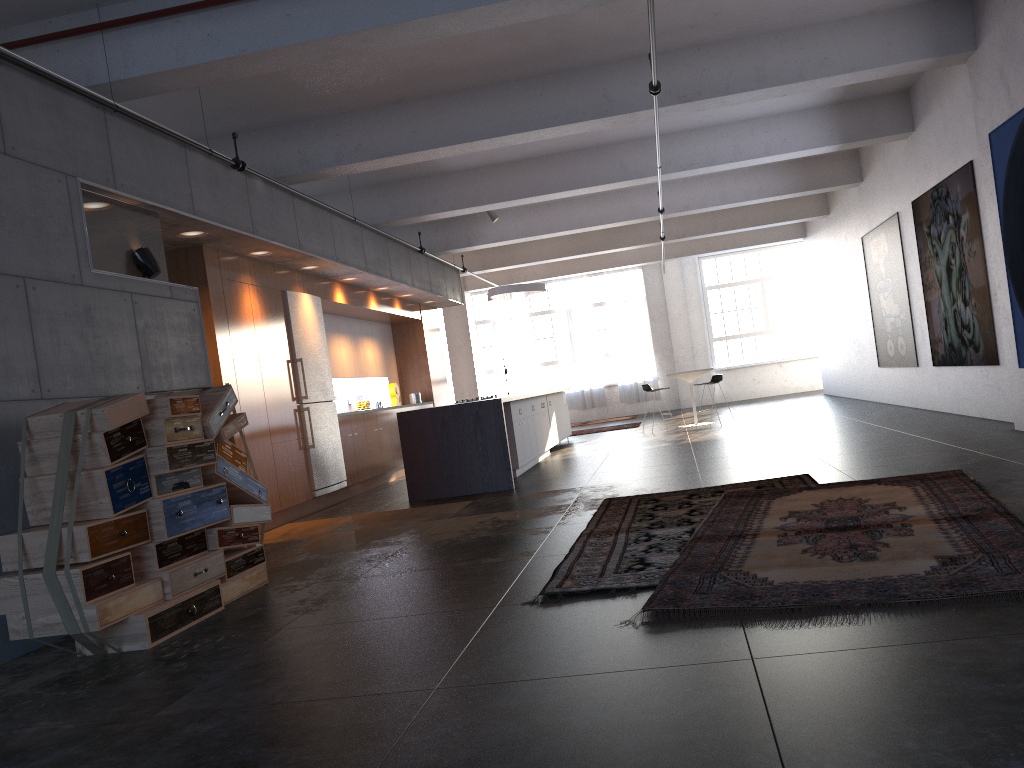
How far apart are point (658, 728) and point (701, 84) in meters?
7.1

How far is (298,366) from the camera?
9.7m

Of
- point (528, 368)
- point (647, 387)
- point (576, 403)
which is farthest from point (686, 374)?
point (528, 368)

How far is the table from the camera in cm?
1489

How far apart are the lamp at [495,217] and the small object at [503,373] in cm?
732

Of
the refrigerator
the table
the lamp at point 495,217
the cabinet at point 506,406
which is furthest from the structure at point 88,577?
the table

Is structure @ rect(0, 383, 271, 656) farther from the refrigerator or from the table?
the table

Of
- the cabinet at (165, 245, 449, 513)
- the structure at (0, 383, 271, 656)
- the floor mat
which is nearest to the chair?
the cabinet at (165, 245, 449, 513)

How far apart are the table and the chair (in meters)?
0.57

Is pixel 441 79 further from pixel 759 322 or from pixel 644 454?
pixel 759 322
